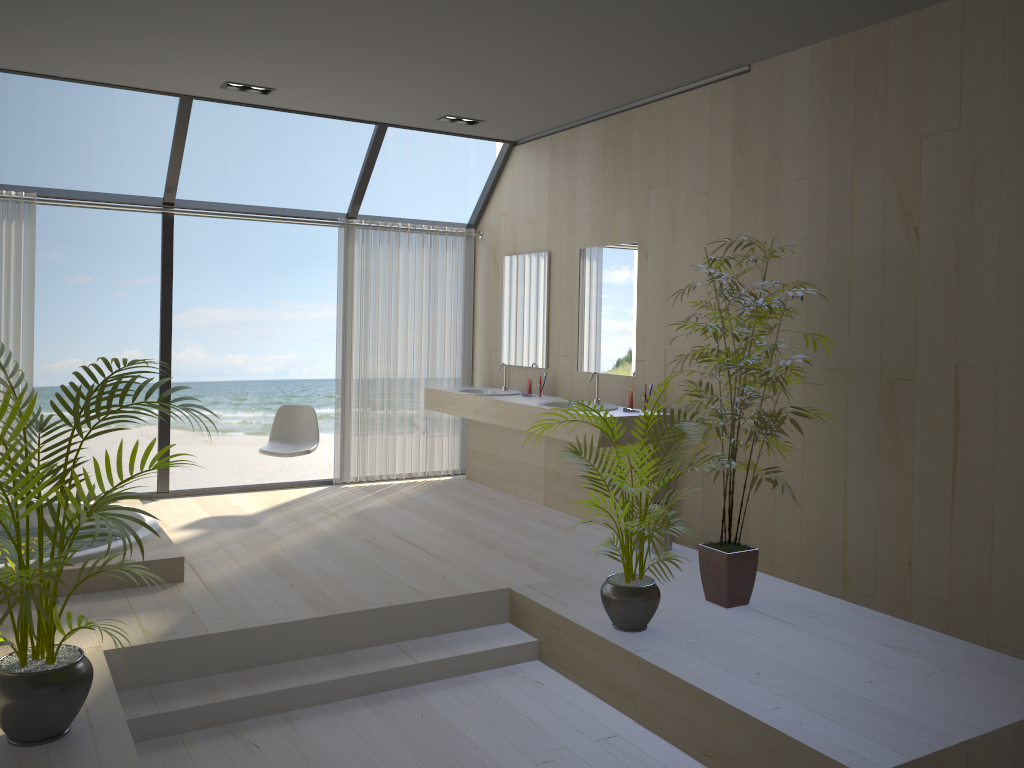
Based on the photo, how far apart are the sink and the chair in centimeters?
126cm

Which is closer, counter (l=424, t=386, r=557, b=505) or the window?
the window

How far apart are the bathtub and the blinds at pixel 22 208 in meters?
0.9

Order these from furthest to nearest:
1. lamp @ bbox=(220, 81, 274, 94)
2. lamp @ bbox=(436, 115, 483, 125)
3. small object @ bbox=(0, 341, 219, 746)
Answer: lamp @ bbox=(436, 115, 483, 125), lamp @ bbox=(220, 81, 274, 94), small object @ bbox=(0, 341, 219, 746)

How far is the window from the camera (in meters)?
5.94

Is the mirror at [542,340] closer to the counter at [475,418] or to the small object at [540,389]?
the small object at [540,389]

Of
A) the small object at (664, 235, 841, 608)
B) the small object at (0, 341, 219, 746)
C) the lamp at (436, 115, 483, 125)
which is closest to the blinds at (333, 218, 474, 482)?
the lamp at (436, 115, 483, 125)

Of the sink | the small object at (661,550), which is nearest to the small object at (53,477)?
the small object at (661,550)

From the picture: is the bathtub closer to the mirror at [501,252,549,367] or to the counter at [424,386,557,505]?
the counter at [424,386,557,505]

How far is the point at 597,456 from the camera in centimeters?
399cm
